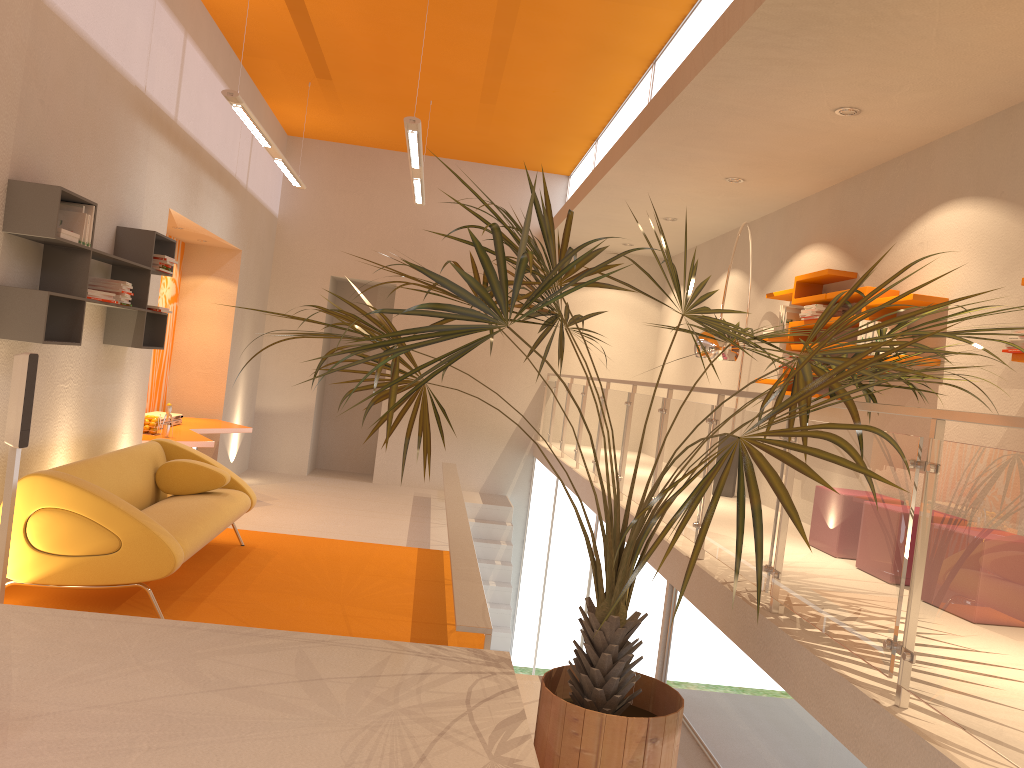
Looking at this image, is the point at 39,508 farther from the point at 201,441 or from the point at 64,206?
the point at 201,441

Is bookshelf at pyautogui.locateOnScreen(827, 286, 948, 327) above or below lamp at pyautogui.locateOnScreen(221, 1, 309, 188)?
below

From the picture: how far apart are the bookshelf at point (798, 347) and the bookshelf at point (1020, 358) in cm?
248

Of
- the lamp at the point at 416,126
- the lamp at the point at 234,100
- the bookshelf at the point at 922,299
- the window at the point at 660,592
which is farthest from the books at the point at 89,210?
the bookshelf at the point at 922,299

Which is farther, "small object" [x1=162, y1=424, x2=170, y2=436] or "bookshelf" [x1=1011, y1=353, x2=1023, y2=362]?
"small object" [x1=162, y1=424, x2=170, y2=436]

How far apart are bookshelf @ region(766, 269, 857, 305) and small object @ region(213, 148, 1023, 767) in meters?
2.3 m

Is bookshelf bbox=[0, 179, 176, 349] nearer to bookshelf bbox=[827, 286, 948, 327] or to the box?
the box

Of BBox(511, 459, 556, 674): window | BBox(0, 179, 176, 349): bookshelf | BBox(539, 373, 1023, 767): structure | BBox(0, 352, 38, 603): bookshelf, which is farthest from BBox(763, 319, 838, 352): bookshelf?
BBox(0, 352, 38, 603): bookshelf

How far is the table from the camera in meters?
7.4

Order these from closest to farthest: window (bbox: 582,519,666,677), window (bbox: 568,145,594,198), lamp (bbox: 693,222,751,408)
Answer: window (bbox: 582,519,666,677)
lamp (bbox: 693,222,751,408)
window (bbox: 568,145,594,198)
